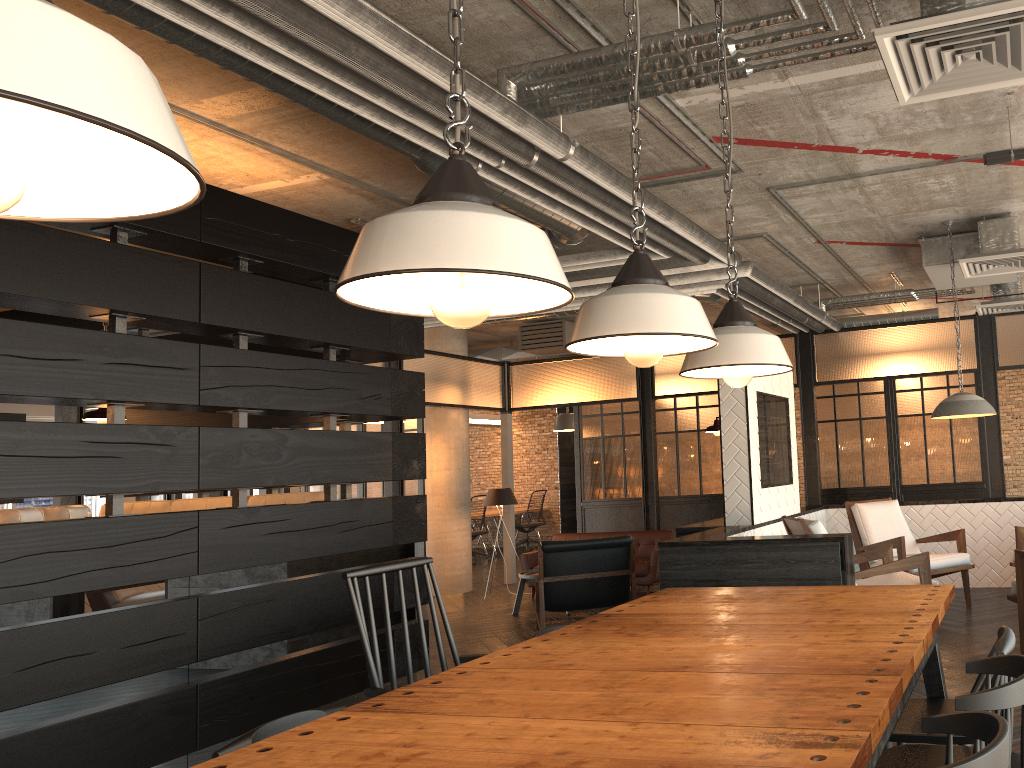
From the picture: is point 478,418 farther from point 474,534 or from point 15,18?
point 15,18

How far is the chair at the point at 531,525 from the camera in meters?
15.0

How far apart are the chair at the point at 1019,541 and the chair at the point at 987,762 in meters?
5.4 m

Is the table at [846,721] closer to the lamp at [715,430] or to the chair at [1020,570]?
the chair at [1020,570]

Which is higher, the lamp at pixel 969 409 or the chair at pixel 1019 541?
the lamp at pixel 969 409

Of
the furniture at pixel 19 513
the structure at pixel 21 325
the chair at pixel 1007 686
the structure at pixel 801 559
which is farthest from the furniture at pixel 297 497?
the chair at pixel 1007 686

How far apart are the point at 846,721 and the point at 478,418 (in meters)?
14.32

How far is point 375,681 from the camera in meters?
2.5 m

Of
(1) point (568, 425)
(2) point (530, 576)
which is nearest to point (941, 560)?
(2) point (530, 576)

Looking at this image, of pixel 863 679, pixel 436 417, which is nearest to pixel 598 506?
pixel 436 417
